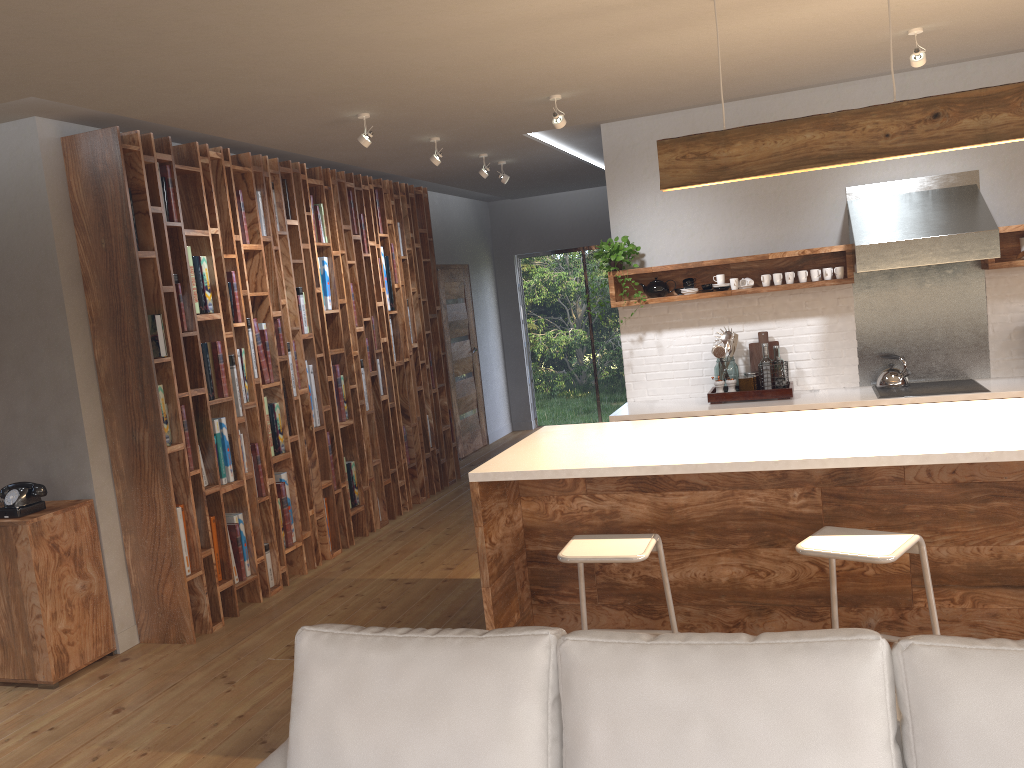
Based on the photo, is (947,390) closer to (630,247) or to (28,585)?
(630,247)

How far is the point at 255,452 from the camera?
5.4m

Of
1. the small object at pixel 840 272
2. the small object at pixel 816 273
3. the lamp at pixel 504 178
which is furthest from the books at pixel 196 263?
the small object at pixel 840 272

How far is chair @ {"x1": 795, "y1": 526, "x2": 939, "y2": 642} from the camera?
2.8 meters

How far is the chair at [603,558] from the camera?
3.04m

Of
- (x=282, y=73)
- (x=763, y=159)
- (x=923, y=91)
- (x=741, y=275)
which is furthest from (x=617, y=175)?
(x=282, y=73)

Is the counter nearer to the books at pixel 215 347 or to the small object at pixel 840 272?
the small object at pixel 840 272

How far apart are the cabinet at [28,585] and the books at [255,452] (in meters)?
1.02

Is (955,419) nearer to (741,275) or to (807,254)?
(807,254)

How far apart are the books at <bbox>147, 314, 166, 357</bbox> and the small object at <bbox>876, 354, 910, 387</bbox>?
4.4m
